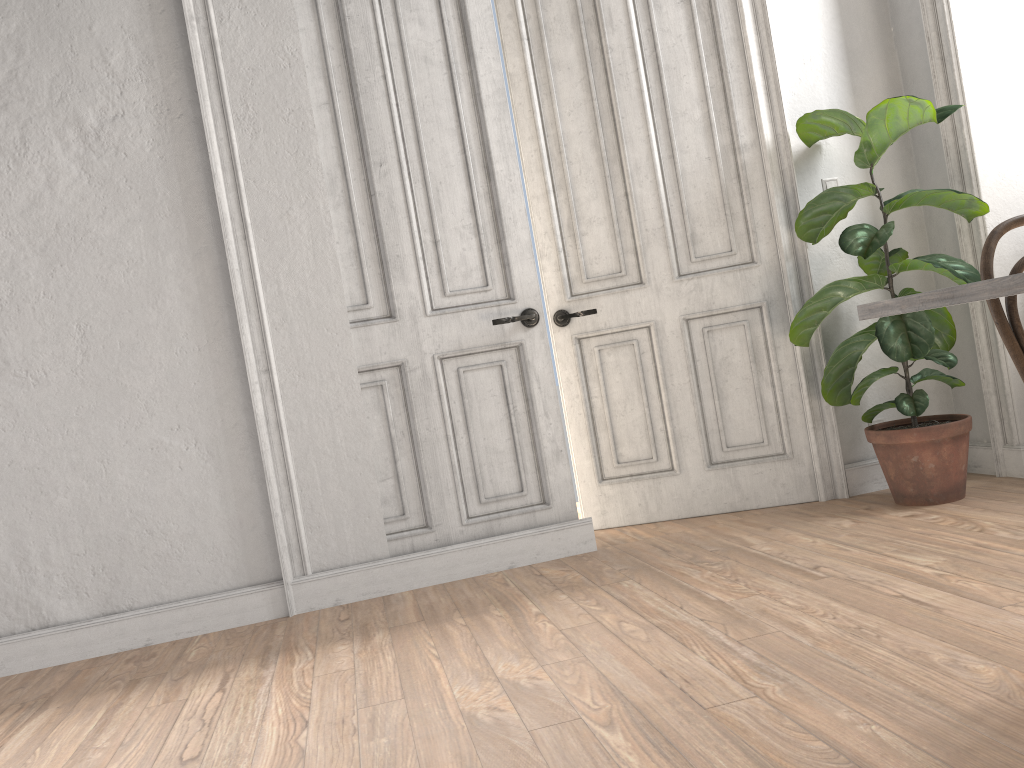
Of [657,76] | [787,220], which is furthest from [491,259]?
[787,220]

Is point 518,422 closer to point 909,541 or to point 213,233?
point 213,233

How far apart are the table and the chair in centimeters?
35cm

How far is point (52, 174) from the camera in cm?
329

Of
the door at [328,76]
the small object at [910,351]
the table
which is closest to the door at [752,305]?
the small object at [910,351]

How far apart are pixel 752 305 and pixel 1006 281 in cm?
260

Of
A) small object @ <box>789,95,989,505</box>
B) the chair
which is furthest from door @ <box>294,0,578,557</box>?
the chair

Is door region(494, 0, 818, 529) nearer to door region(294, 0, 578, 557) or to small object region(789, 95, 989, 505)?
small object region(789, 95, 989, 505)

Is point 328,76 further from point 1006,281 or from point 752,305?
point 1006,281

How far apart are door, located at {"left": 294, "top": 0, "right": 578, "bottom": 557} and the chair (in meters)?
1.92
